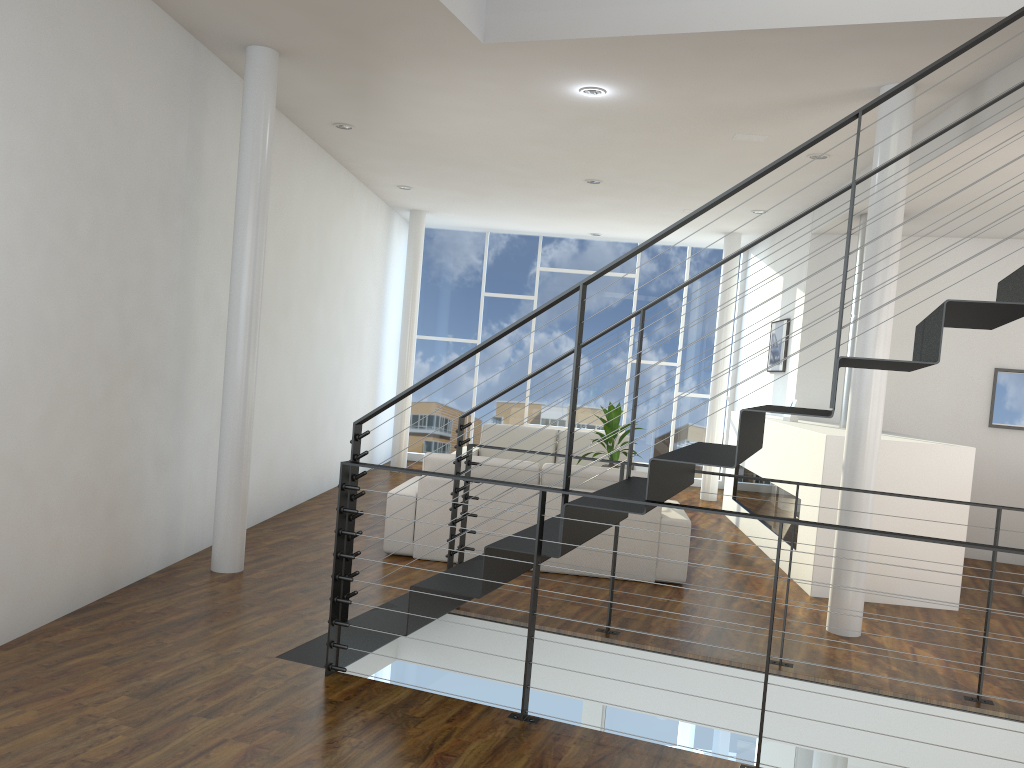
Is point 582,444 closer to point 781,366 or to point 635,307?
point 781,366

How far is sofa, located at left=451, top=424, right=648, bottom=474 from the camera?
7.29m

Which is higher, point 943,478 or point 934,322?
point 934,322

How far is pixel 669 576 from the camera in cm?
457

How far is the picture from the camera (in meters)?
6.93

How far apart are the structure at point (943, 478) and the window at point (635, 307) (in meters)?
1.79

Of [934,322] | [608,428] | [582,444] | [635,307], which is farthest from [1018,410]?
[934,322]

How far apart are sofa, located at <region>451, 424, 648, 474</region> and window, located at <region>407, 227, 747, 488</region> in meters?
1.7 m

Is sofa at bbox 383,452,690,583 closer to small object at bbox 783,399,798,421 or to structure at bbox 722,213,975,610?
structure at bbox 722,213,975,610

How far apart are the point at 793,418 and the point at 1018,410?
1.6 meters
